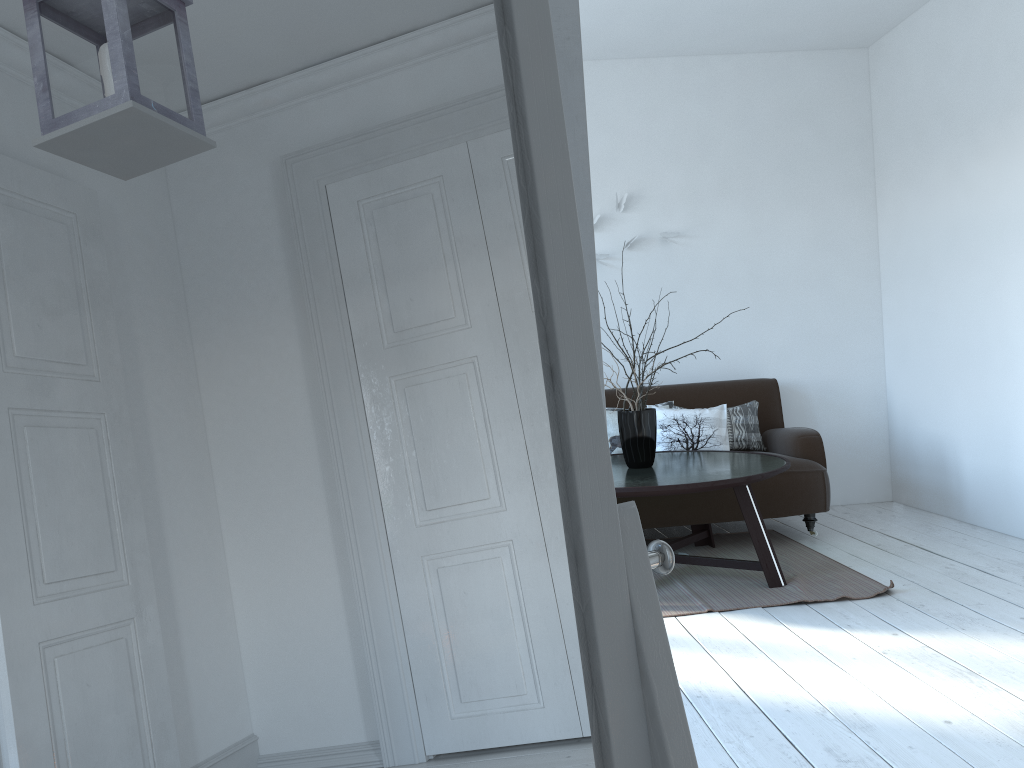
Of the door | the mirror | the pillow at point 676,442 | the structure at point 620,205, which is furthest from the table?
the mirror

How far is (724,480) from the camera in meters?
3.5

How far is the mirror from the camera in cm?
45

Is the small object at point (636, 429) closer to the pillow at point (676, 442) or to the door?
the pillow at point (676, 442)

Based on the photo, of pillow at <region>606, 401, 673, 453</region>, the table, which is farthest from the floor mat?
pillow at <region>606, 401, 673, 453</region>

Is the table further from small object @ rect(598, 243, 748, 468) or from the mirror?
the mirror

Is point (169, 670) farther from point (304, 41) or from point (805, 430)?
point (805, 430)

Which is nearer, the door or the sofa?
the door

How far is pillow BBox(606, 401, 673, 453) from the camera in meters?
4.9 m

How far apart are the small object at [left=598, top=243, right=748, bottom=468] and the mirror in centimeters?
335cm
